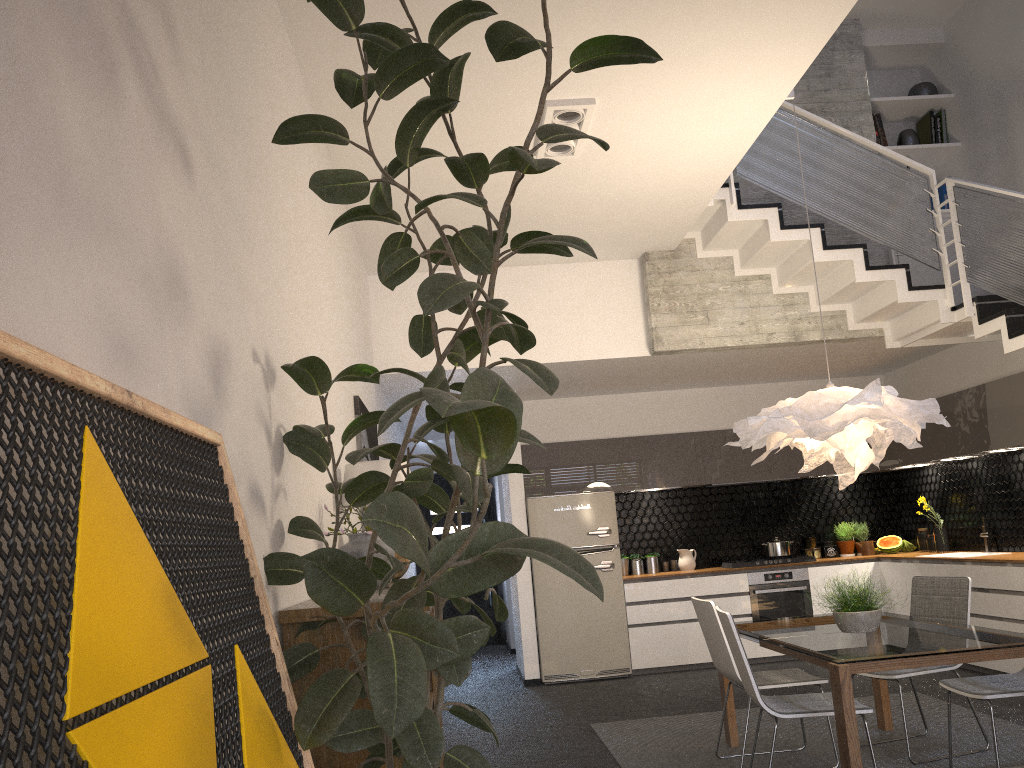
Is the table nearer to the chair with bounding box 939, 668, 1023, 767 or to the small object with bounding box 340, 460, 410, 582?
the chair with bounding box 939, 668, 1023, 767

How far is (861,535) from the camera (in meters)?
8.82

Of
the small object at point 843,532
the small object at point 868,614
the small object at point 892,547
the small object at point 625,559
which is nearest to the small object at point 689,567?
the small object at point 625,559

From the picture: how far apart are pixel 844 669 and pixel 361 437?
3.0m

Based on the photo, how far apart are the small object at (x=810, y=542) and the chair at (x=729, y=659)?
4.2 meters

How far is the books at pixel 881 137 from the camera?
7.9m

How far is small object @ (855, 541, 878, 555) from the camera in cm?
868

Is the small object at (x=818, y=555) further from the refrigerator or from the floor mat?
the floor mat

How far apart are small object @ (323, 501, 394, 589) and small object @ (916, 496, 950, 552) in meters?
6.3

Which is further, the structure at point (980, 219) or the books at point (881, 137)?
the books at point (881, 137)
